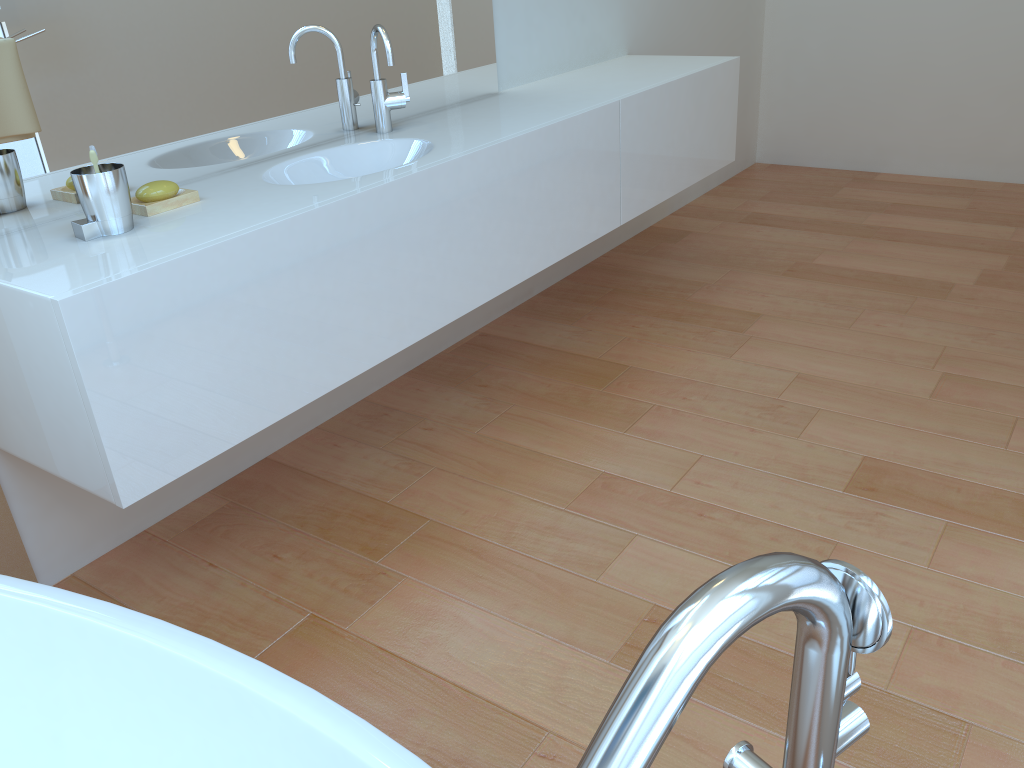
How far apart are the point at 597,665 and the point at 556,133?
1.38m

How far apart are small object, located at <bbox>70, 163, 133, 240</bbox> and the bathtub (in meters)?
0.71

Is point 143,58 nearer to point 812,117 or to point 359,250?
point 359,250

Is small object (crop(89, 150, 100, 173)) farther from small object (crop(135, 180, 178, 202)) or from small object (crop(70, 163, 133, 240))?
small object (crop(135, 180, 178, 202))

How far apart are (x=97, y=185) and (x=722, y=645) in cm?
142

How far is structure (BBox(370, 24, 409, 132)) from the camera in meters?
2.2 m

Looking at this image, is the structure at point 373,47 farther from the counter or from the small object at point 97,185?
the small object at point 97,185

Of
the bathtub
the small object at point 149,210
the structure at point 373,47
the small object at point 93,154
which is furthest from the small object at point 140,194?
the bathtub

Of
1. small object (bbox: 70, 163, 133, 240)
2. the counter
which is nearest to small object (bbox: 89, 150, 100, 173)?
small object (bbox: 70, 163, 133, 240)

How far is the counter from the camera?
1.4m
